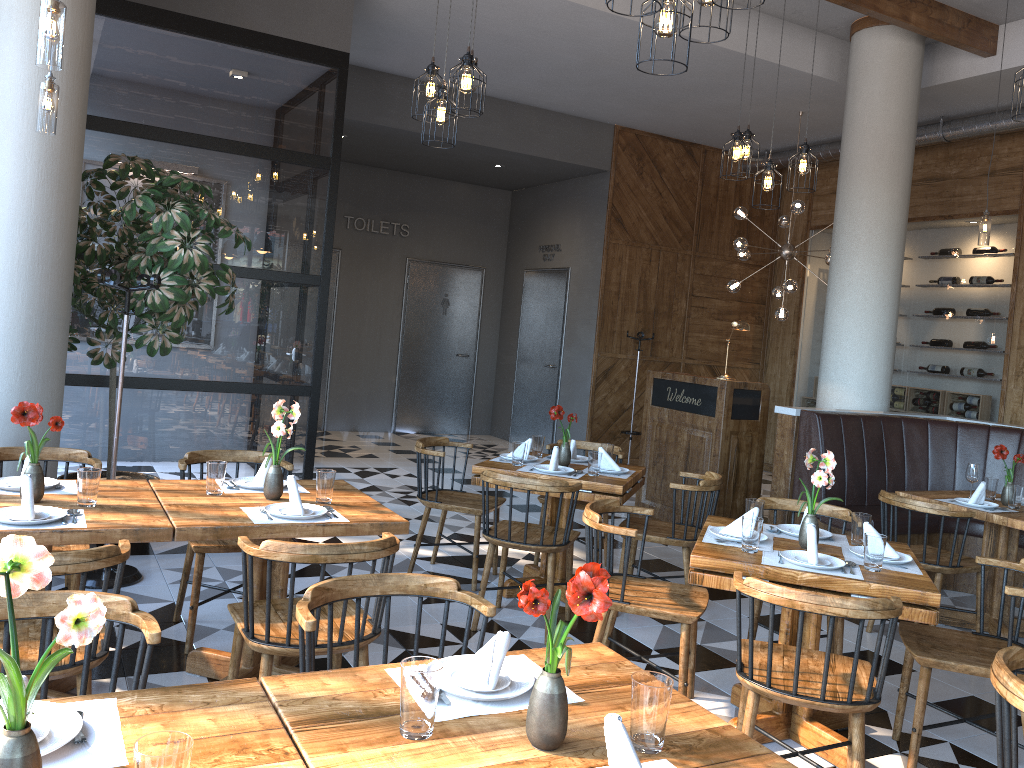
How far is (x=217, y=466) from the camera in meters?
3.5 m

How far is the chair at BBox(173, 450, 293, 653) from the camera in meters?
3.9

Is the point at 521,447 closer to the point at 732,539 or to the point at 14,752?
the point at 732,539

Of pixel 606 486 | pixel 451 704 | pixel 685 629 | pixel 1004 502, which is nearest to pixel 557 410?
pixel 606 486

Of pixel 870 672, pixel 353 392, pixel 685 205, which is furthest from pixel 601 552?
pixel 353 392

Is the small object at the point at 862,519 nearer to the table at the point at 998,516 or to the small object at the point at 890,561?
the small object at the point at 890,561

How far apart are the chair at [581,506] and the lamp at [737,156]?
2.02m

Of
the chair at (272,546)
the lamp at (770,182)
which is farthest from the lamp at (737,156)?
the chair at (272,546)

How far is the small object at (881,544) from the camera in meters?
3.3

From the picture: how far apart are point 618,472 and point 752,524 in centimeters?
171cm
